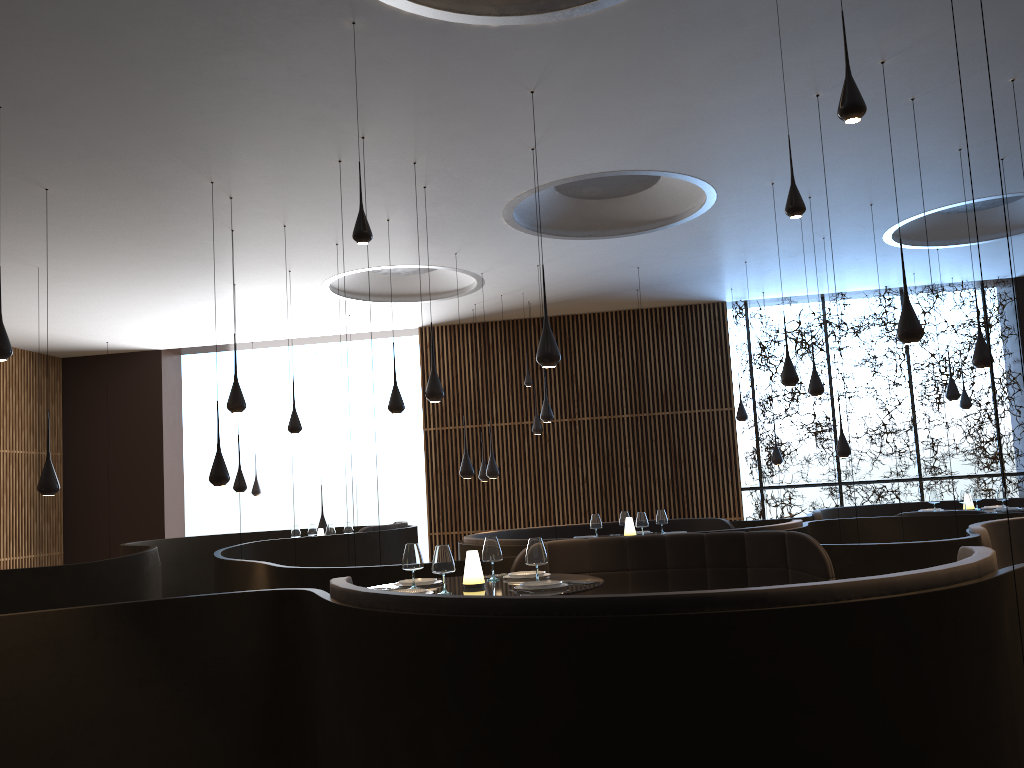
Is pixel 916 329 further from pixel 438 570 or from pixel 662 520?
pixel 662 520

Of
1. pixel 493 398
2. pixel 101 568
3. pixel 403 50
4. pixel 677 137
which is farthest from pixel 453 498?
pixel 403 50

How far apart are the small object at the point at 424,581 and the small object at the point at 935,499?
8.8m

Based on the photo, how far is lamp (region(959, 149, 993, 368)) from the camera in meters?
8.6

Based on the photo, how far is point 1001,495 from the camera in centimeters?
1179cm

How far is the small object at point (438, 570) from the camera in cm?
533

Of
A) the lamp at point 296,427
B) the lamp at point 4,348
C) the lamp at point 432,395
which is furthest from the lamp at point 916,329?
the lamp at point 296,427

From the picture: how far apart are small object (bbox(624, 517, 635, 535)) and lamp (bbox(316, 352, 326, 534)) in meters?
5.8

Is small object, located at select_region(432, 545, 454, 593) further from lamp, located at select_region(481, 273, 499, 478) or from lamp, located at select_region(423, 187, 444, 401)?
lamp, located at select_region(481, 273, 499, 478)

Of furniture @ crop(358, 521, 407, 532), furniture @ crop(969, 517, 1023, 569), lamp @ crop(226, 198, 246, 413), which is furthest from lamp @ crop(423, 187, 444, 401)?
furniture @ crop(969, 517, 1023, 569)
